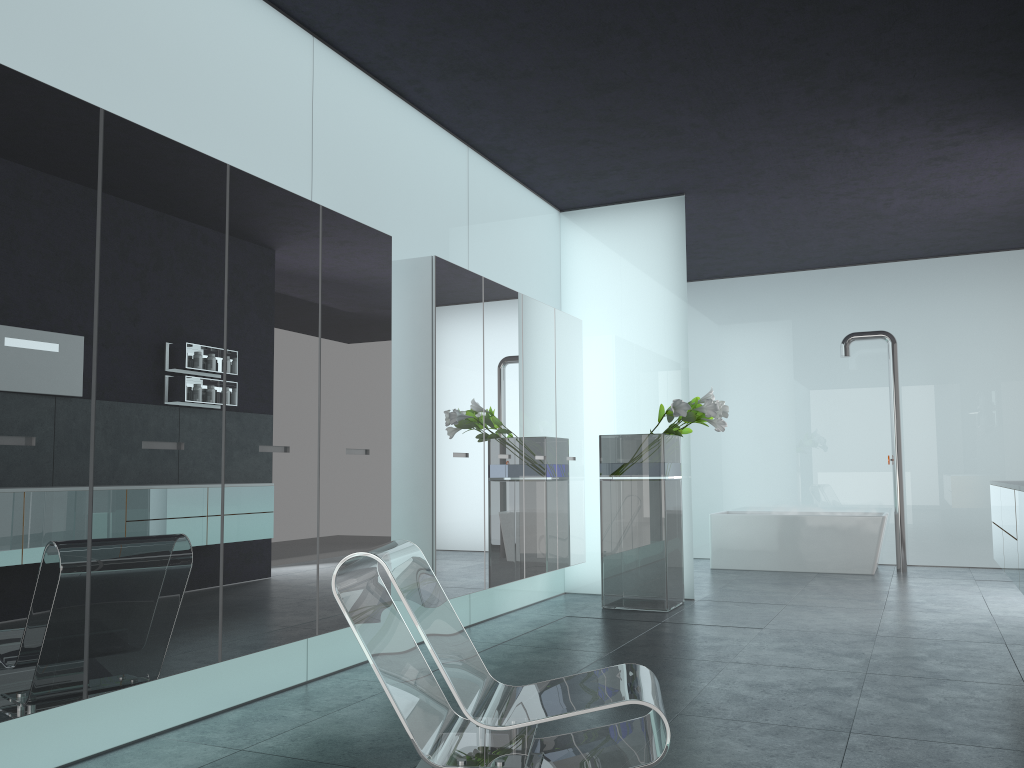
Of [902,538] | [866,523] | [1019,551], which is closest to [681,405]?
[1019,551]

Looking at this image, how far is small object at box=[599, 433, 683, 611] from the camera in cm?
742

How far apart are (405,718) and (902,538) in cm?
843

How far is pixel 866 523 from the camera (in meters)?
9.93

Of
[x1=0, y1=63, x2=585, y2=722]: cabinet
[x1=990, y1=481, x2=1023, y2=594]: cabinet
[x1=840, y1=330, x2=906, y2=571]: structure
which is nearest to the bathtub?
[x1=840, y1=330, x2=906, y2=571]: structure

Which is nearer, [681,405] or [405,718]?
[405,718]

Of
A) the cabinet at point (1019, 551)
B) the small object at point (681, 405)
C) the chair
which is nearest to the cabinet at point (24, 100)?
the chair

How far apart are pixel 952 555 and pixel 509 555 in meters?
6.7

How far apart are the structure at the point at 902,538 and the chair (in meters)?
7.52

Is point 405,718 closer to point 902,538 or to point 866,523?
point 866,523
